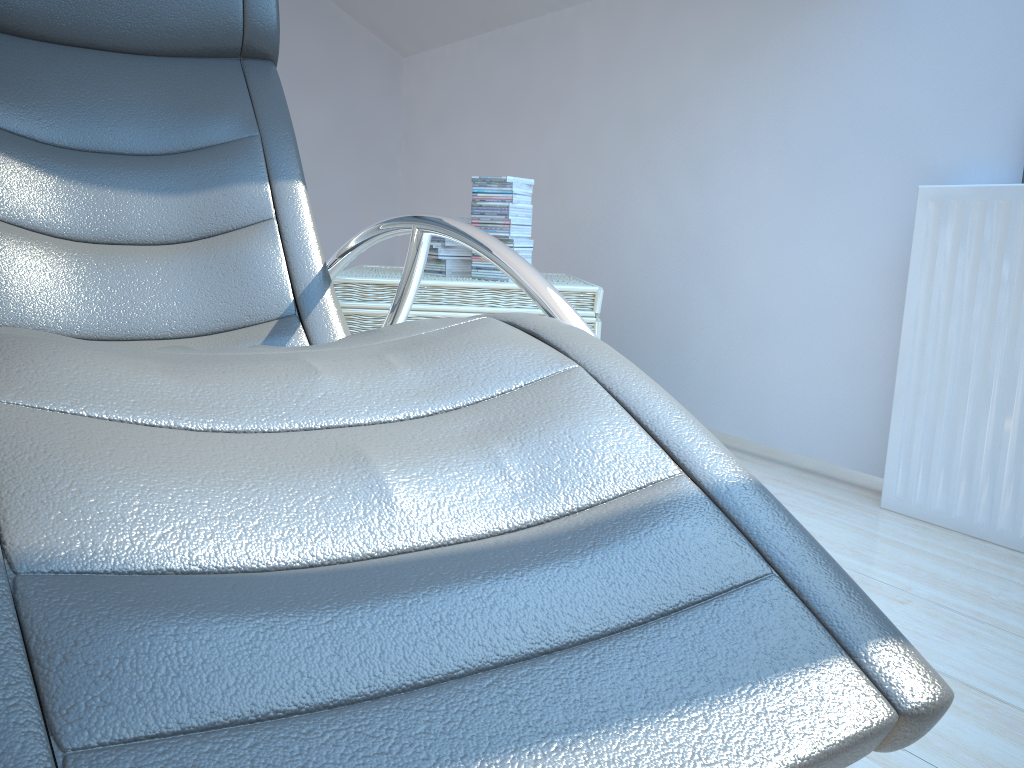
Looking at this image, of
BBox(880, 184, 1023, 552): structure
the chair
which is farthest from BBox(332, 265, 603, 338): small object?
BBox(880, 184, 1023, 552): structure

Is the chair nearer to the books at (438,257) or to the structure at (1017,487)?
the books at (438,257)

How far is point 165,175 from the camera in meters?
1.6 m

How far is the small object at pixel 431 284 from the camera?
2.4m

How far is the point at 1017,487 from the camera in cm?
196

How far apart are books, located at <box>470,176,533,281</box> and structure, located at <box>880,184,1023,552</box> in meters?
1.0

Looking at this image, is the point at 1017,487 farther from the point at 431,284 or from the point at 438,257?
the point at 438,257

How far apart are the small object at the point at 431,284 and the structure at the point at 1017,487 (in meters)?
0.76

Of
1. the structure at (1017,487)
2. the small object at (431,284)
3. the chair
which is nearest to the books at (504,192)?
the small object at (431,284)

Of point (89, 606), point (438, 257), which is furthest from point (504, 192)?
point (89, 606)
